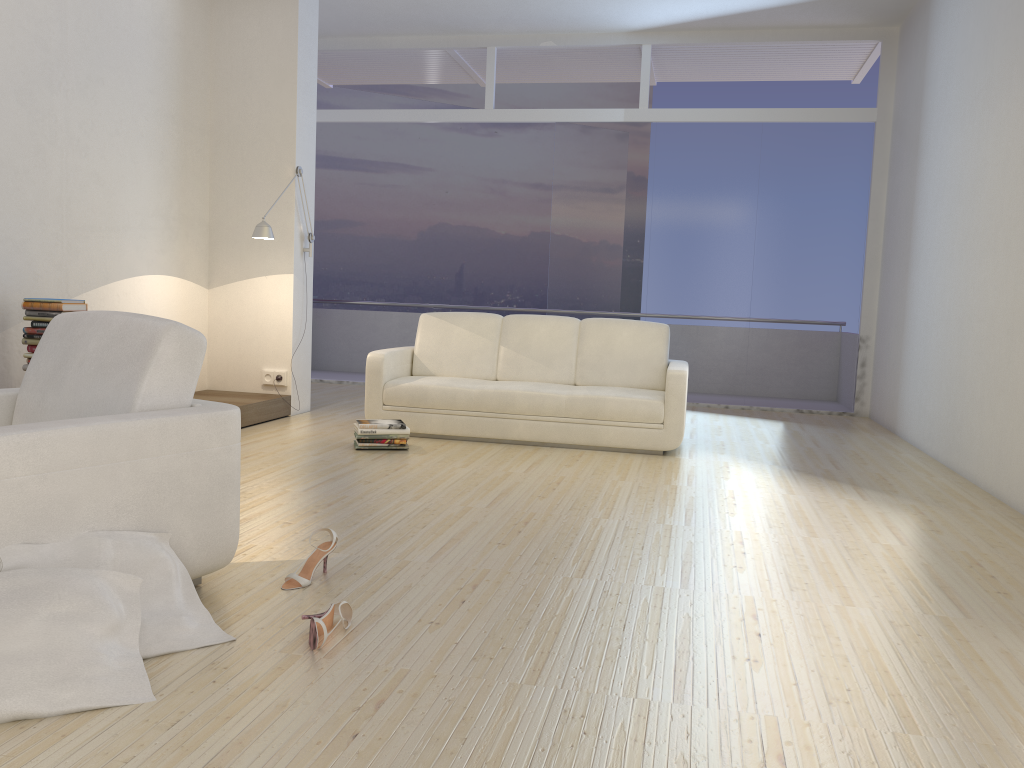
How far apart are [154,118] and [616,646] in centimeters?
521cm

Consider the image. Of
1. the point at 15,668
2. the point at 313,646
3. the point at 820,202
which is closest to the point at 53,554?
the point at 15,668

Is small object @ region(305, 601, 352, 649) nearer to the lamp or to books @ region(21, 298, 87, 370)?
books @ region(21, 298, 87, 370)

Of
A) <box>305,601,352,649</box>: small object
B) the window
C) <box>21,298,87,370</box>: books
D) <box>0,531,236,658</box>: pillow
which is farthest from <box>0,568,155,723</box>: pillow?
the window

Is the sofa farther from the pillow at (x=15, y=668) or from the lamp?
the pillow at (x=15, y=668)

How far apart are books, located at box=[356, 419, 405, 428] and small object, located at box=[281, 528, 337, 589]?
2.4 meters

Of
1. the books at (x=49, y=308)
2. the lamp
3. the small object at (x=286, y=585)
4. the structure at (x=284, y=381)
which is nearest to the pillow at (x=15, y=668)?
the small object at (x=286, y=585)

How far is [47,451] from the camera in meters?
2.2

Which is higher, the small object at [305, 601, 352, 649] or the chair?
the chair

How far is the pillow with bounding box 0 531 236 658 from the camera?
2.2 meters
